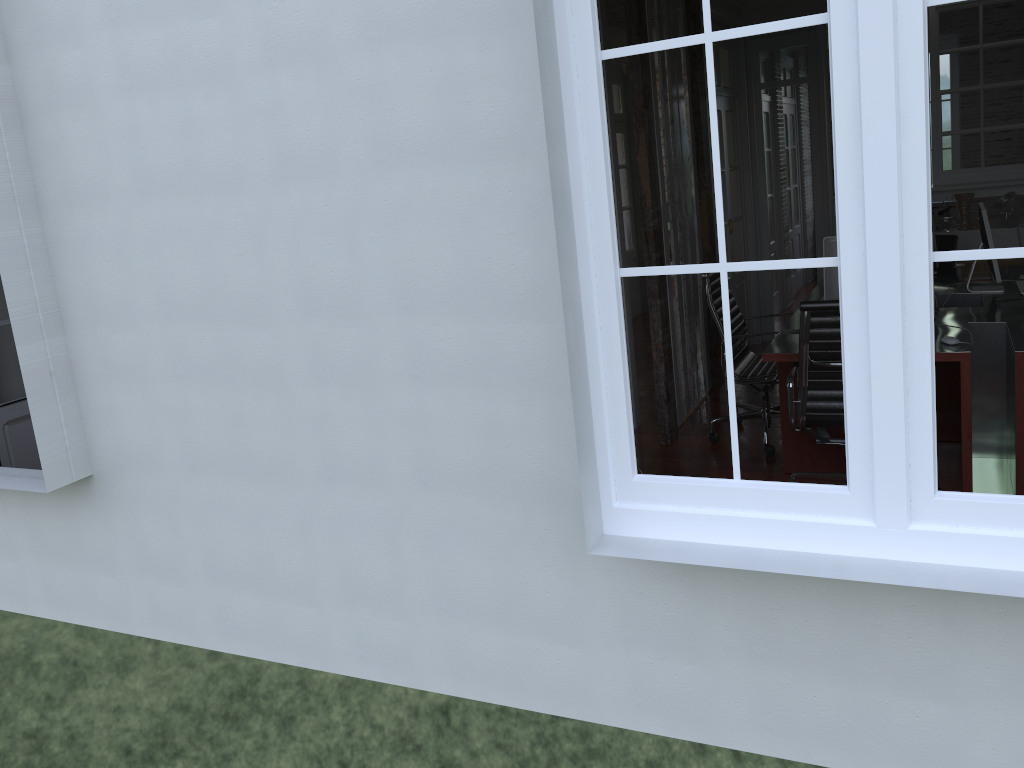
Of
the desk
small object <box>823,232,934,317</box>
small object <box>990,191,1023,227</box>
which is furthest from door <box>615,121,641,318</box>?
small object <box>823,232,934,317</box>

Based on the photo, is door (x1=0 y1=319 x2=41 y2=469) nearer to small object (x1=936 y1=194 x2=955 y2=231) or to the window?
the window

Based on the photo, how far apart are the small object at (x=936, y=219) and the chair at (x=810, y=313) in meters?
3.7 m

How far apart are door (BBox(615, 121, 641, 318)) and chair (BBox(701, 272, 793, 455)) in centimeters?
416cm

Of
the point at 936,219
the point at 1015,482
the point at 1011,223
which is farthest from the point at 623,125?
the point at 1015,482

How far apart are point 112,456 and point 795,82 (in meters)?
5.95

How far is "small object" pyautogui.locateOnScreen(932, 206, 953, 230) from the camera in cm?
705

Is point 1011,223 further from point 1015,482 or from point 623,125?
point 623,125

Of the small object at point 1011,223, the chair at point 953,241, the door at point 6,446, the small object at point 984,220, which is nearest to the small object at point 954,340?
the small object at point 984,220

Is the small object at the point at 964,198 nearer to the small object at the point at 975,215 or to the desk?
the small object at the point at 975,215
